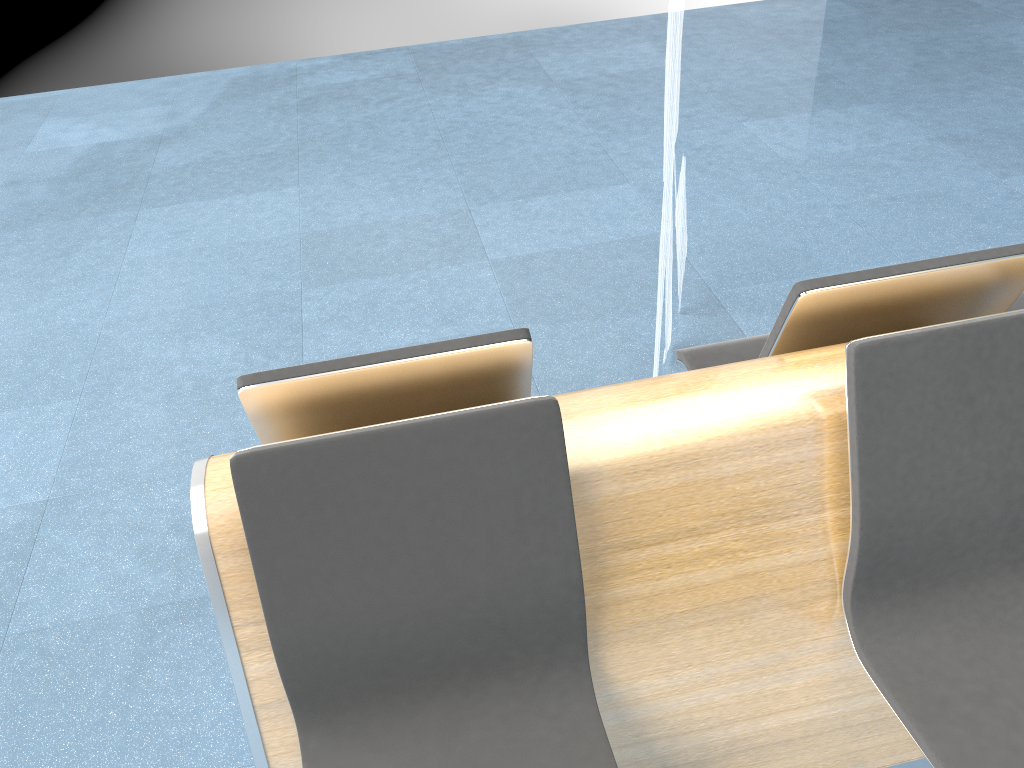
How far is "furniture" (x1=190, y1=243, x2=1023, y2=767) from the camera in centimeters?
134cm

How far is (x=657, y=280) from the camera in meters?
3.3 m

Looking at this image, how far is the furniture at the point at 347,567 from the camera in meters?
1.3 m

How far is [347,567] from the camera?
1.34m
